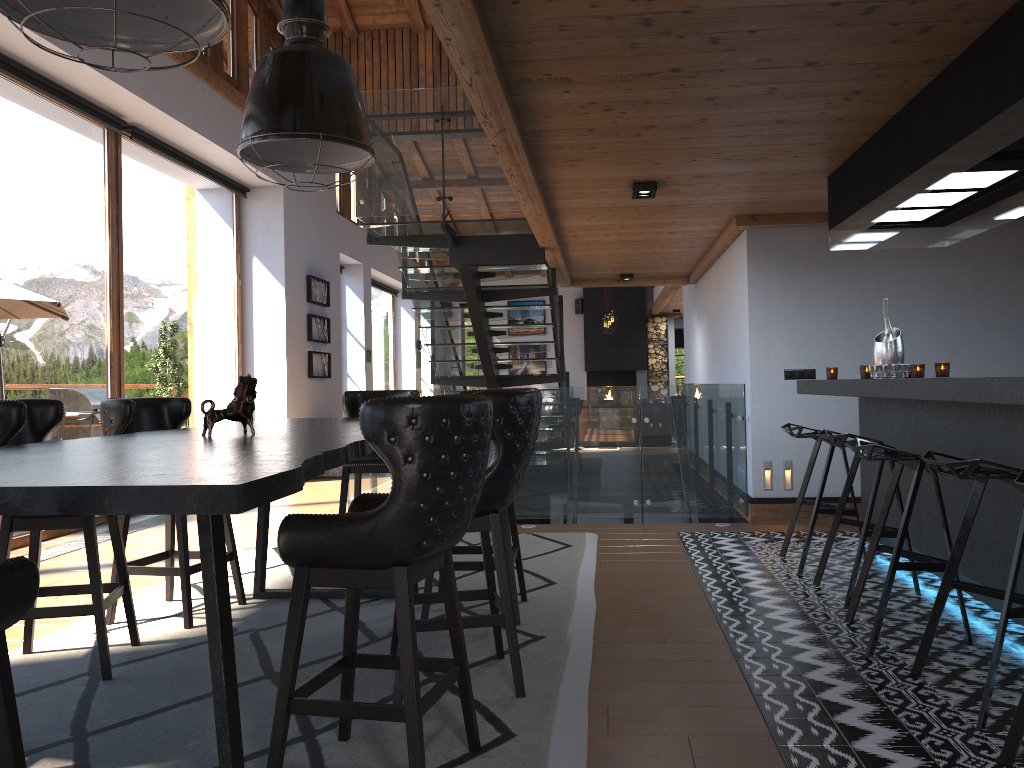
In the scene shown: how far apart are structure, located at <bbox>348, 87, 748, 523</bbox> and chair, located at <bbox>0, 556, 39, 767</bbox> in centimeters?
544cm

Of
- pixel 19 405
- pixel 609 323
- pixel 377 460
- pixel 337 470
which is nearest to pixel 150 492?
pixel 19 405

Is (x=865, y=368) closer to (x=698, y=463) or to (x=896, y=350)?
(x=896, y=350)

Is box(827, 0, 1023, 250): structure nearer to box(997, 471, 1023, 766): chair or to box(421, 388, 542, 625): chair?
box(997, 471, 1023, 766): chair

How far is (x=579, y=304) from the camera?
20.5m

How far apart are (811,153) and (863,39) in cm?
170

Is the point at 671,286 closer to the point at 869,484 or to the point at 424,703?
the point at 869,484

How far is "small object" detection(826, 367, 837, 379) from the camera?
5.9 meters

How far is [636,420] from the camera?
7.0m

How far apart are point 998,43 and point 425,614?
3.2m
